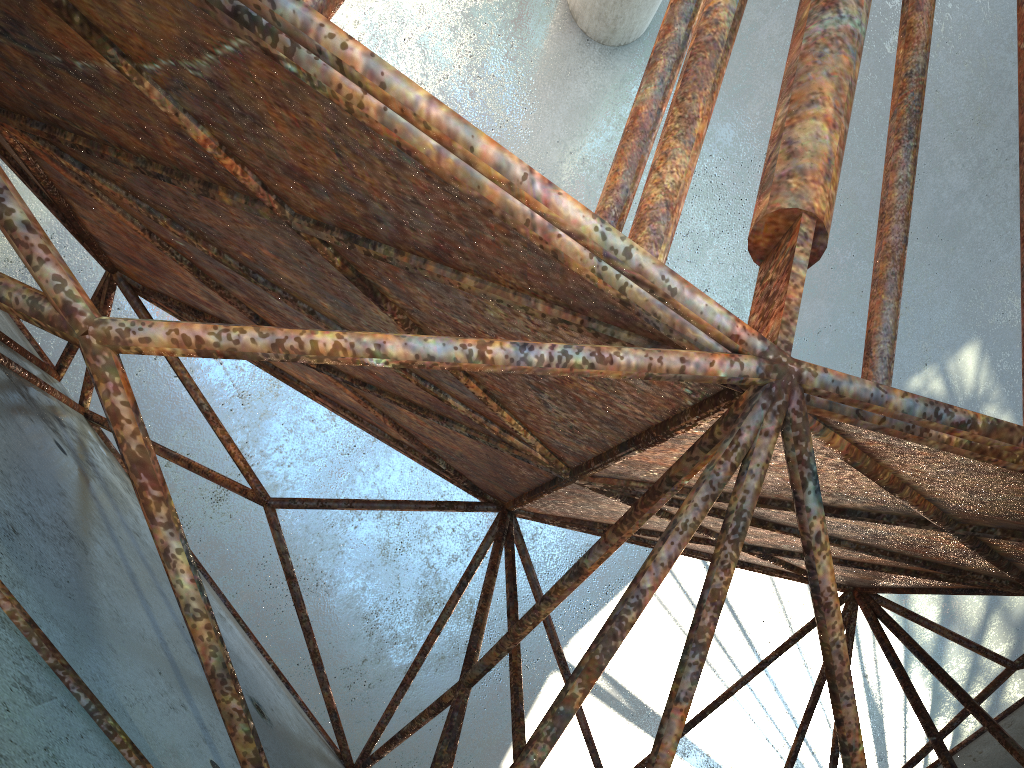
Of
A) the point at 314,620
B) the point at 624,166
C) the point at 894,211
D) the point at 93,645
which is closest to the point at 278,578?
the point at 314,620
